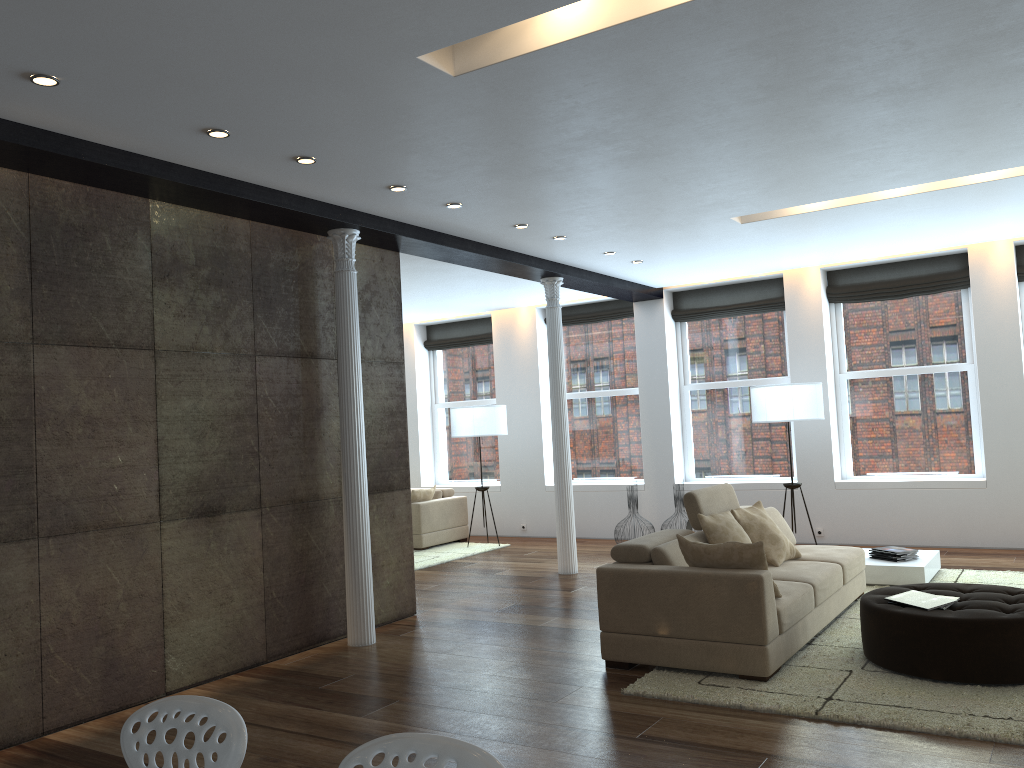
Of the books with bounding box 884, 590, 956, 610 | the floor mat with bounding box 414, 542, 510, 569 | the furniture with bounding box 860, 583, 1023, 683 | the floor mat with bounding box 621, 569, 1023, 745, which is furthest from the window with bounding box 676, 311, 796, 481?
the books with bounding box 884, 590, 956, 610

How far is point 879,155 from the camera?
5.48m

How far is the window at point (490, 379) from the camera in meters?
12.4 m

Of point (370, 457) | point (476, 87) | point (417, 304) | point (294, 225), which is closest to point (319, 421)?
point (370, 457)

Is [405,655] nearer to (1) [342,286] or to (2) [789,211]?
(1) [342,286]

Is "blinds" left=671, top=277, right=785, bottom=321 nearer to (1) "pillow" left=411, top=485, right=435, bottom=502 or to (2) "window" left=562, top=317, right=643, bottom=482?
(2) "window" left=562, top=317, right=643, bottom=482

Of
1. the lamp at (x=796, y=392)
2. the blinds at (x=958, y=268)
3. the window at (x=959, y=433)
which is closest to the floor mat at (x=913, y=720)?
the lamp at (x=796, y=392)

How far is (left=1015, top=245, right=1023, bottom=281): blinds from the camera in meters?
8.8

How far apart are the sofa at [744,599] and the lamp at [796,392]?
1.76m

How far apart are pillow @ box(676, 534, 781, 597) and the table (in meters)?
2.52
